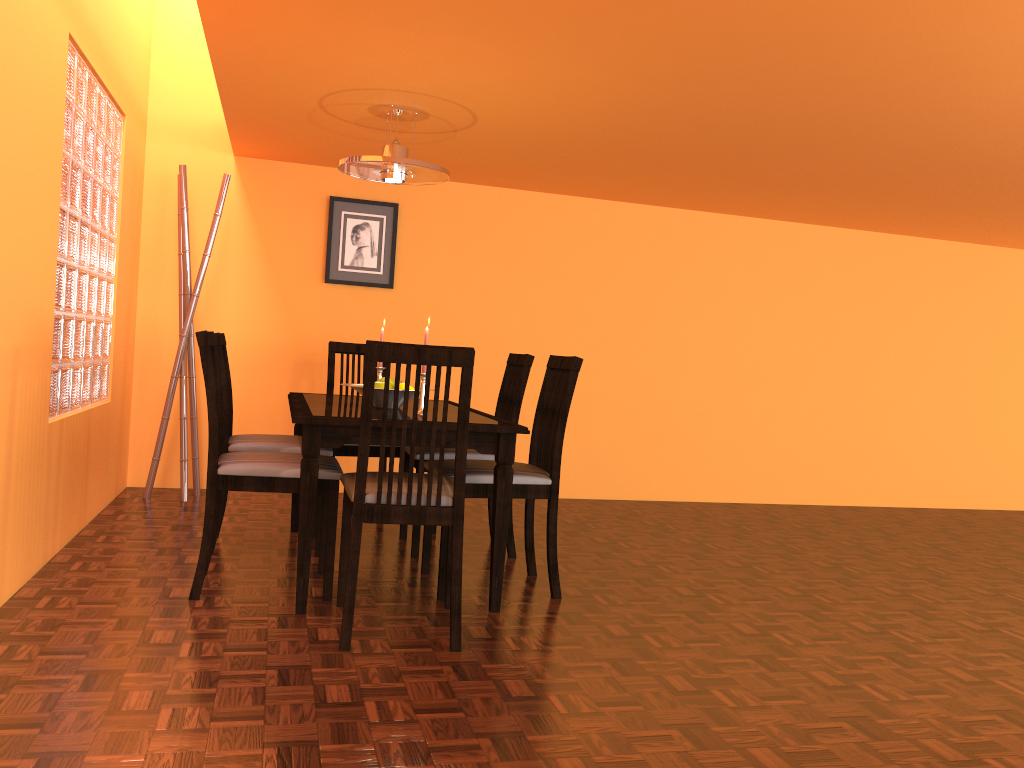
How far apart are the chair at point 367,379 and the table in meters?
0.1

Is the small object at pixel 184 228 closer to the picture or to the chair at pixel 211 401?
the picture

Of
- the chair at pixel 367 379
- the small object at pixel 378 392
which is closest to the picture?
the small object at pixel 378 392

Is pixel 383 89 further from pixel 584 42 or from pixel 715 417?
pixel 715 417

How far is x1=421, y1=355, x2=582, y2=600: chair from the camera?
2.8 meters

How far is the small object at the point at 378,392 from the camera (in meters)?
3.03

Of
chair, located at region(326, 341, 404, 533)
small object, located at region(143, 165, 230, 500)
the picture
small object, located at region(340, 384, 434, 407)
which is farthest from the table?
the picture

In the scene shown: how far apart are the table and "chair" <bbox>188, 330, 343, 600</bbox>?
0.1 meters

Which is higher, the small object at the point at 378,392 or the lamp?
the lamp

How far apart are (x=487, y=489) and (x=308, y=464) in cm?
60
